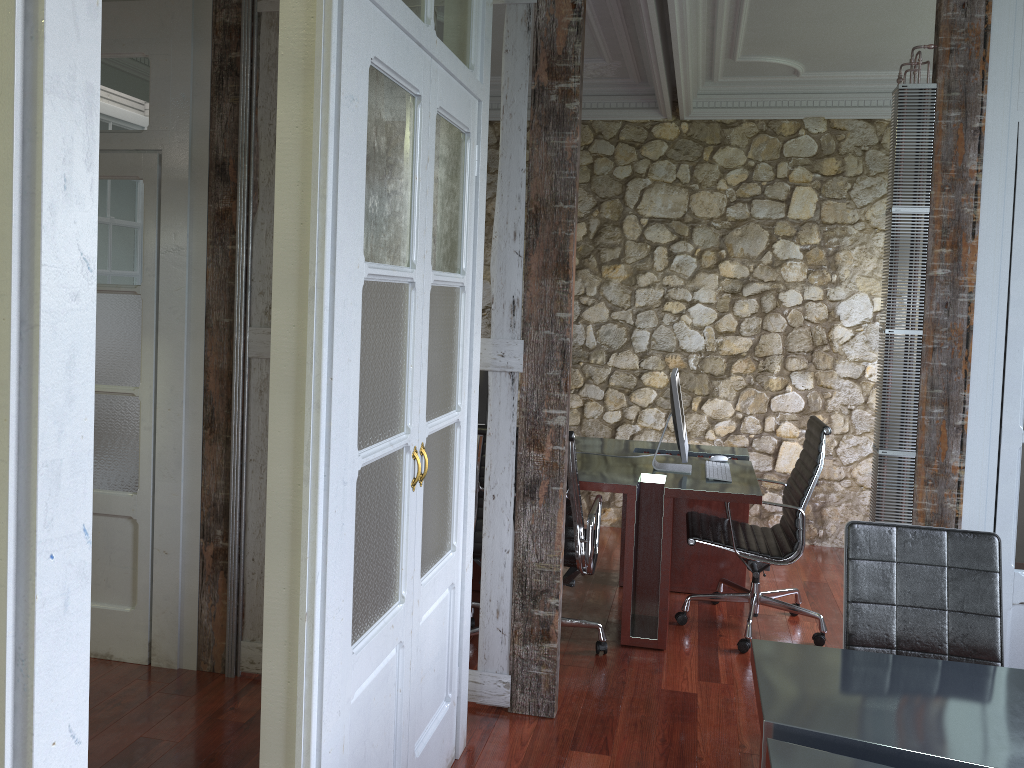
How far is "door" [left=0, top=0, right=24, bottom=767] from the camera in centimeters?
96cm

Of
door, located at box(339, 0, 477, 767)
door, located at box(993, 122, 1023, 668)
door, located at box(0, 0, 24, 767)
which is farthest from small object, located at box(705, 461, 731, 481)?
door, located at box(0, 0, 24, 767)

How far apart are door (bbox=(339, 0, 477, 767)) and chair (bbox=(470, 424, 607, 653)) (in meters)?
0.75

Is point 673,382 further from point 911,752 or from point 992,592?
point 911,752

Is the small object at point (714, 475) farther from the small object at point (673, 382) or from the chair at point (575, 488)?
the chair at point (575, 488)

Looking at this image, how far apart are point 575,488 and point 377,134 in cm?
198

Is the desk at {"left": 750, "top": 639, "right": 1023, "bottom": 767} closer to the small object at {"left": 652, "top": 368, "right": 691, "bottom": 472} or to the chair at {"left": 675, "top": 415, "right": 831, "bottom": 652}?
the chair at {"left": 675, "top": 415, "right": 831, "bottom": 652}

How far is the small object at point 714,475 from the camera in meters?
4.2 m

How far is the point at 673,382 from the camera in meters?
4.2 m

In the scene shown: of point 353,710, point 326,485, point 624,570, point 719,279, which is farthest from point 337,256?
point 719,279
